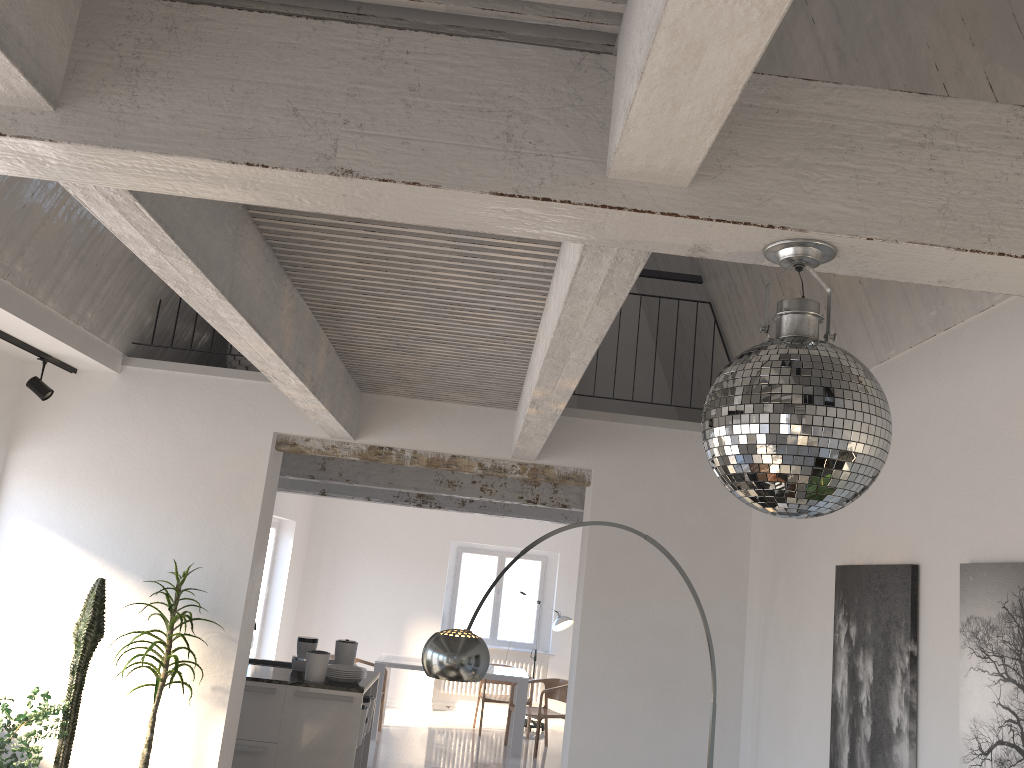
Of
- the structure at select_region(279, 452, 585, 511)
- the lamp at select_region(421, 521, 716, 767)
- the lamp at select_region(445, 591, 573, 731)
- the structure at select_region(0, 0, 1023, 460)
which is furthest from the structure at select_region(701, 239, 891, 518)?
the lamp at select_region(445, 591, 573, 731)

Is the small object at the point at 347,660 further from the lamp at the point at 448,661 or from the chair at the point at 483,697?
the chair at the point at 483,697

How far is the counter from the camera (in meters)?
6.81

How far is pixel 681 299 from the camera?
6.04m

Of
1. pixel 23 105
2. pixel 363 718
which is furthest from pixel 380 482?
pixel 23 105

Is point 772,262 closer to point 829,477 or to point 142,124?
point 829,477

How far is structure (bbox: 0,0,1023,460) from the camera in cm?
162

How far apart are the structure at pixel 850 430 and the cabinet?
5.82m

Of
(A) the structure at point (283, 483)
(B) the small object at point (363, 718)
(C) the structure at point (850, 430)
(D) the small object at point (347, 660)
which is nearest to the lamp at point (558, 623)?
(A) the structure at point (283, 483)

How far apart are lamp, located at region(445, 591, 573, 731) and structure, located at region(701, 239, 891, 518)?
10.51m
